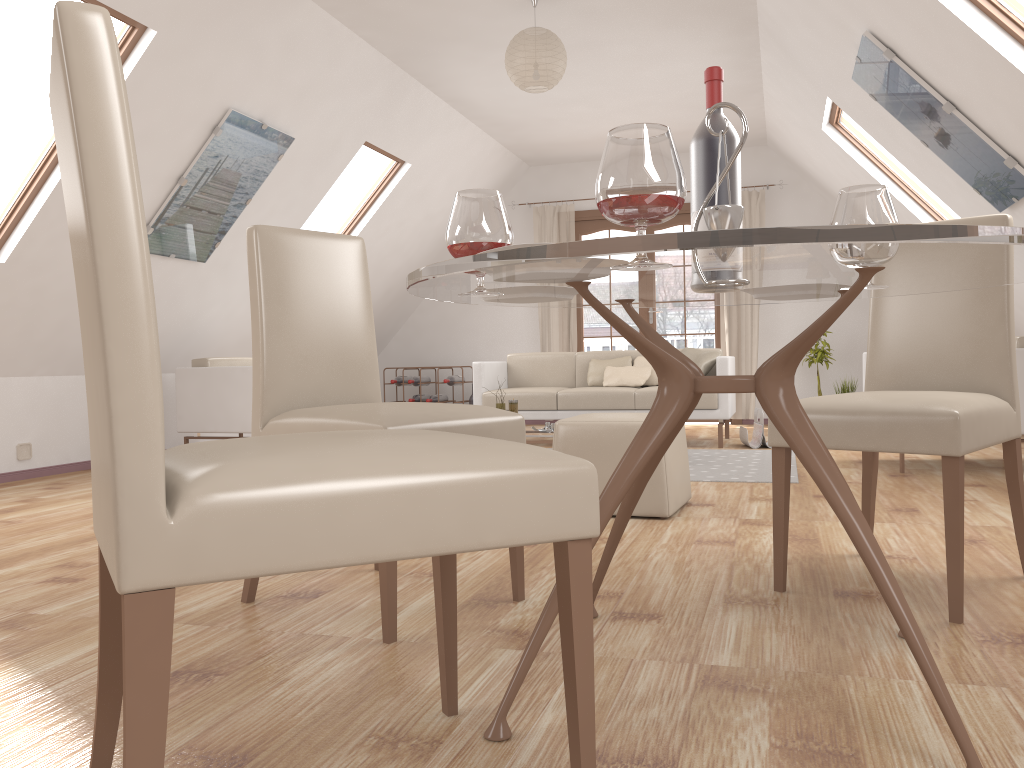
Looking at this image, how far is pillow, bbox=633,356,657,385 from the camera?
6.66m

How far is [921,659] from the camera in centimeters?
131cm

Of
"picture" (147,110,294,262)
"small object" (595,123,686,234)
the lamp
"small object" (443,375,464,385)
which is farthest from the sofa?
"small object" (595,123,686,234)

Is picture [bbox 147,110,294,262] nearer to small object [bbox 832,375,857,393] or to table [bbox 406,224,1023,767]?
table [bbox 406,224,1023,767]

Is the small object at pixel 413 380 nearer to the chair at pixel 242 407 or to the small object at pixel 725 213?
the chair at pixel 242 407

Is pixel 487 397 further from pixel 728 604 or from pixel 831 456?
pixel 831 456

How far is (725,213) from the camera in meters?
1.6 m

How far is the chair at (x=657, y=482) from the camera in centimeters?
341cm

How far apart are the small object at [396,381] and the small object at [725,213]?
7.3m

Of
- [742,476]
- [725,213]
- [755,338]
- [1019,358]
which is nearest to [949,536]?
[725,213]
